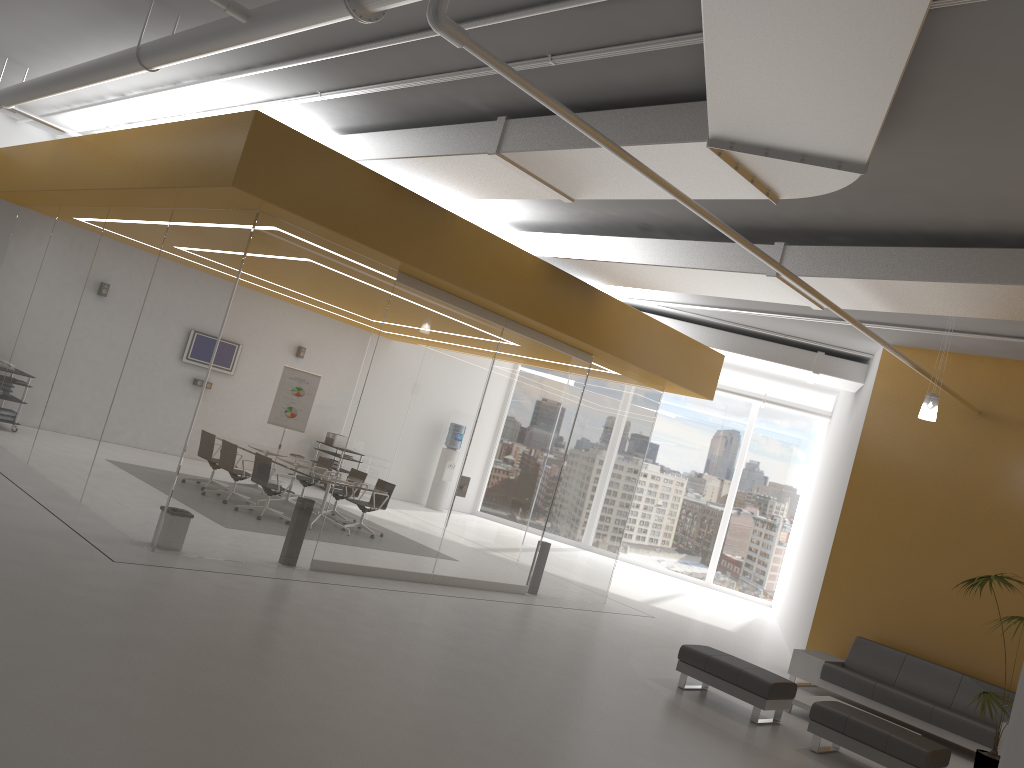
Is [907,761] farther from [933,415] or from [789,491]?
[789,491]

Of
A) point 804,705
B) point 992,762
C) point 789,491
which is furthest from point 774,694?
point 789,491

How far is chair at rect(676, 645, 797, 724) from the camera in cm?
809

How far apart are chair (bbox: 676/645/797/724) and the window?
11.03m

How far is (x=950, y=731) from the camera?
9.3 meters

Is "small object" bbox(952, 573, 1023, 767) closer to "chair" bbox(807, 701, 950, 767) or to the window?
"chair" bbox(807, 701, 950, 767)

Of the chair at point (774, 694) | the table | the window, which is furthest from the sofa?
the window

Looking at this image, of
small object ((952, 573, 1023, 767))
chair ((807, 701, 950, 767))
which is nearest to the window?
small object ((952, 573, 1023, 767))

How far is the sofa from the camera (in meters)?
9.27

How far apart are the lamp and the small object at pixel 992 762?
1.70m
